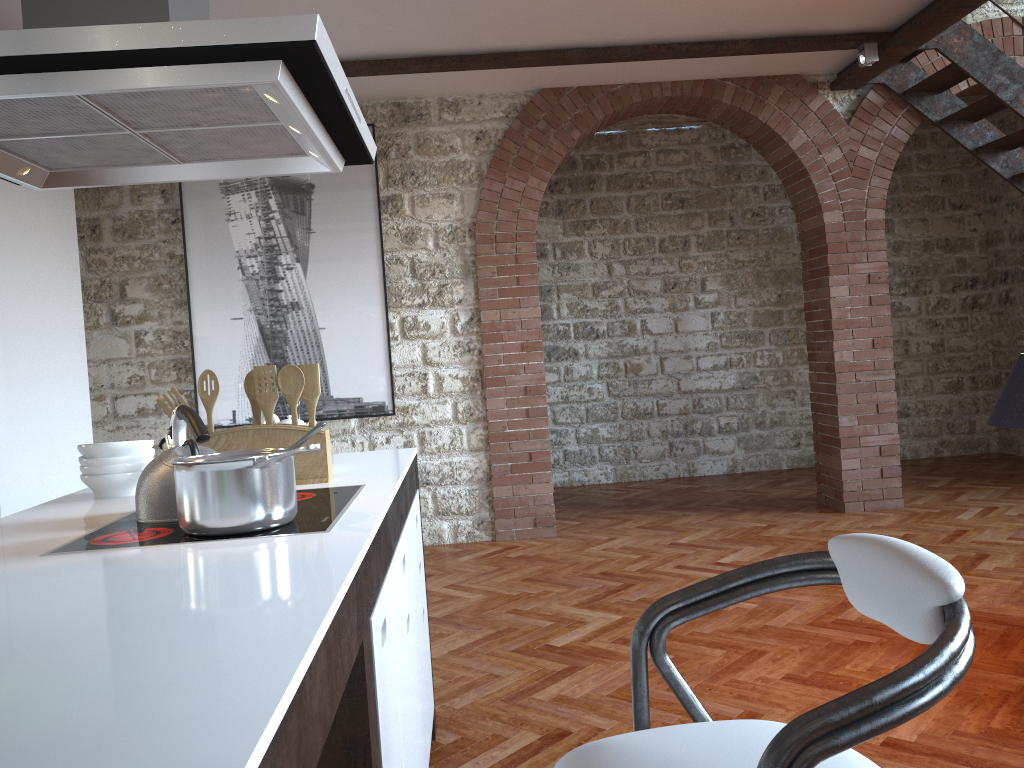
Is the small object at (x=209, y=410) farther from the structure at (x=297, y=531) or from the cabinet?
the cabinet

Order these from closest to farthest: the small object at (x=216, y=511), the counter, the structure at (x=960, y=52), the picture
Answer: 1. the counter
2. the small object at (x=216, y=511)
3. the structure at (x=960, y=52)
4. the picture

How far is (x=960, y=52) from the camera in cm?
516

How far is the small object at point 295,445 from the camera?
1.7 meters

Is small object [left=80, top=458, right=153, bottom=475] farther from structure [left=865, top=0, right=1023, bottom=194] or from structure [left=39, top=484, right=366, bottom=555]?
structure [left=865, top=0, right=1023, bottom=194]

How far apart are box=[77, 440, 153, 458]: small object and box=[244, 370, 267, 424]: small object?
0.3m

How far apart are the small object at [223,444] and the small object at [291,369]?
0.1m

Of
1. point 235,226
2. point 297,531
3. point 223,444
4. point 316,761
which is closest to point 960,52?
point 235,226

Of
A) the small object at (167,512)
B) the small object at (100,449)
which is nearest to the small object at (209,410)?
the small object at (100,449)

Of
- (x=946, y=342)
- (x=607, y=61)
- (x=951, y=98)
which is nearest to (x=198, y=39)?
(x=607, y=61)
